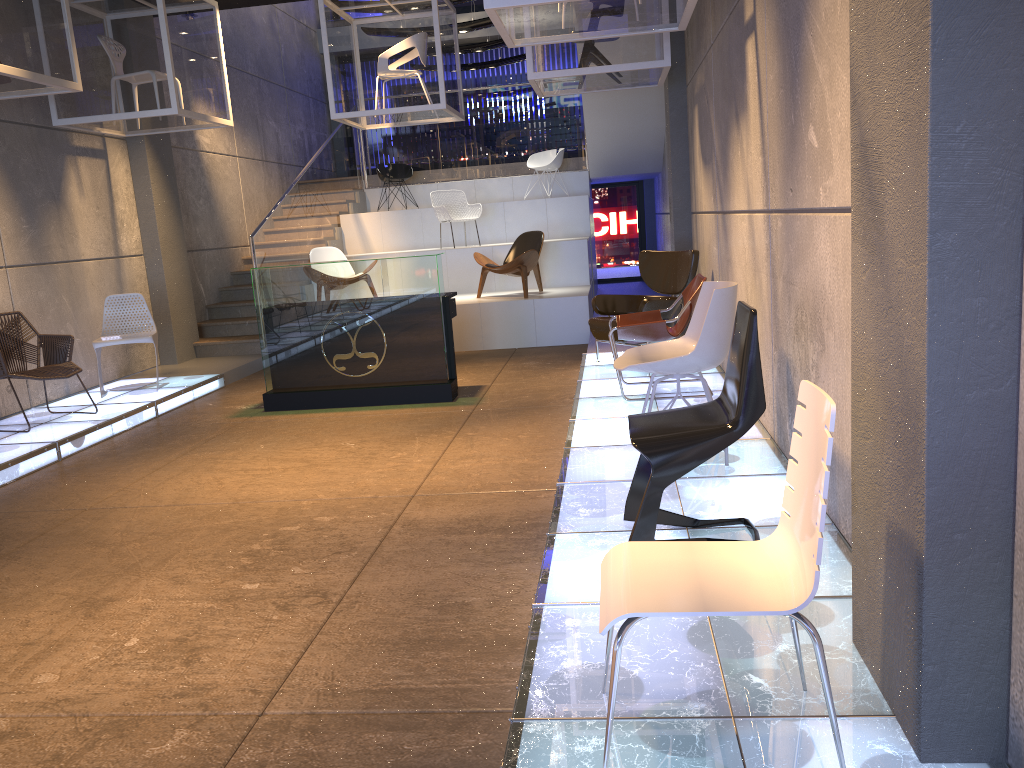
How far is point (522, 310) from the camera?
10.09m

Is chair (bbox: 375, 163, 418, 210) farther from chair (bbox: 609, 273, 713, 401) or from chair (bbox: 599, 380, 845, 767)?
chair (bbox: 599, 380, 845, 767)

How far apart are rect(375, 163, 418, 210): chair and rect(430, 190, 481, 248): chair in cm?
168

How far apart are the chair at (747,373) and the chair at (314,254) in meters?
8.1

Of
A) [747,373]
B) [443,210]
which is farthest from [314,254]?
[747,373]

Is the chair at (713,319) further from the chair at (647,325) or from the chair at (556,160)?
the chair at (556,160)

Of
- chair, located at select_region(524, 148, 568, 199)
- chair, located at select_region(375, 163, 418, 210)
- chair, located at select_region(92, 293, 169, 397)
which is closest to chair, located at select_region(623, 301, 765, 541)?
chair, located at select_region(92, 293, 169, 397)

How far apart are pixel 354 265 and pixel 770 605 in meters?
5.8 m

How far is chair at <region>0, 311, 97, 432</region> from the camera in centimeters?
682cm

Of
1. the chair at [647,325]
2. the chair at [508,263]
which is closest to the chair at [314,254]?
the chair at [508,263]
